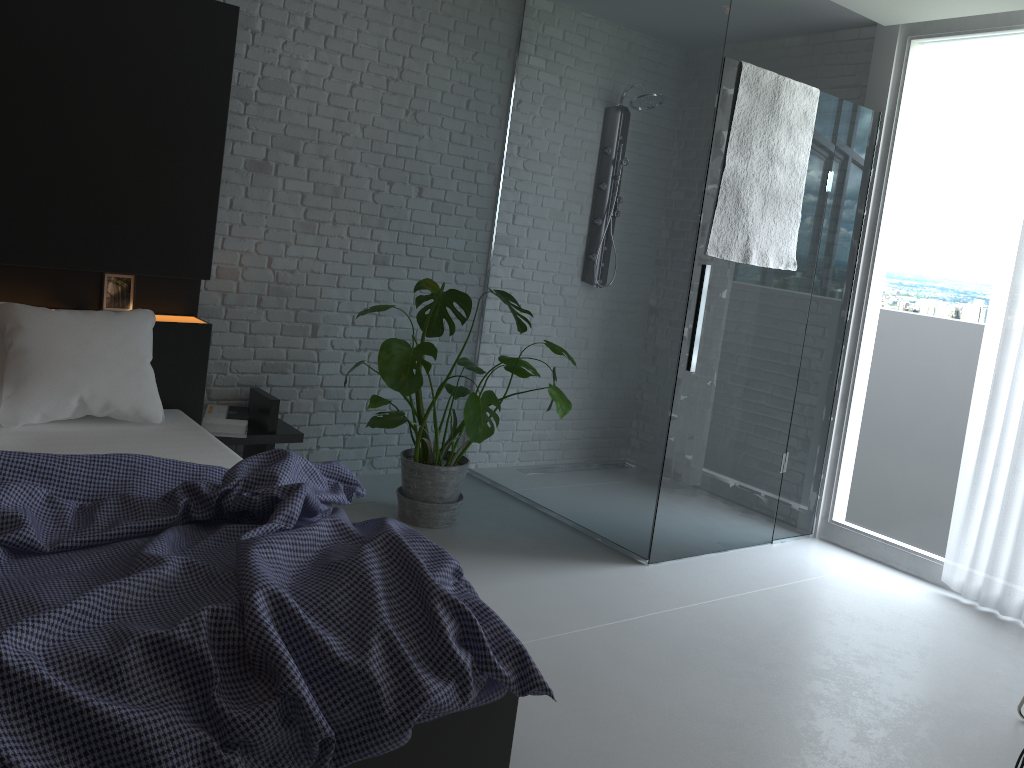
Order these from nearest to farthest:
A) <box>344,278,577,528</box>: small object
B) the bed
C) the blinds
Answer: the bed < <box>344,278,577,528</box>: small object < the blinds

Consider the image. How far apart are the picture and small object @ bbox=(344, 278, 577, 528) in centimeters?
95cm

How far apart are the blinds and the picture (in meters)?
3.53

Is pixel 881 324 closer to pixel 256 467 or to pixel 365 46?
pixel 365 46

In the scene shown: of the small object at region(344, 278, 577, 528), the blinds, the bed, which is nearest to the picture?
the bed

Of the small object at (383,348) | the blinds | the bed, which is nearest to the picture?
the bed

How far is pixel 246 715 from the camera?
1.4 meters

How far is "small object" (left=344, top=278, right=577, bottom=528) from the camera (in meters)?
3.37

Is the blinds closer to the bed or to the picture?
the bed

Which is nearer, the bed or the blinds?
the bed
